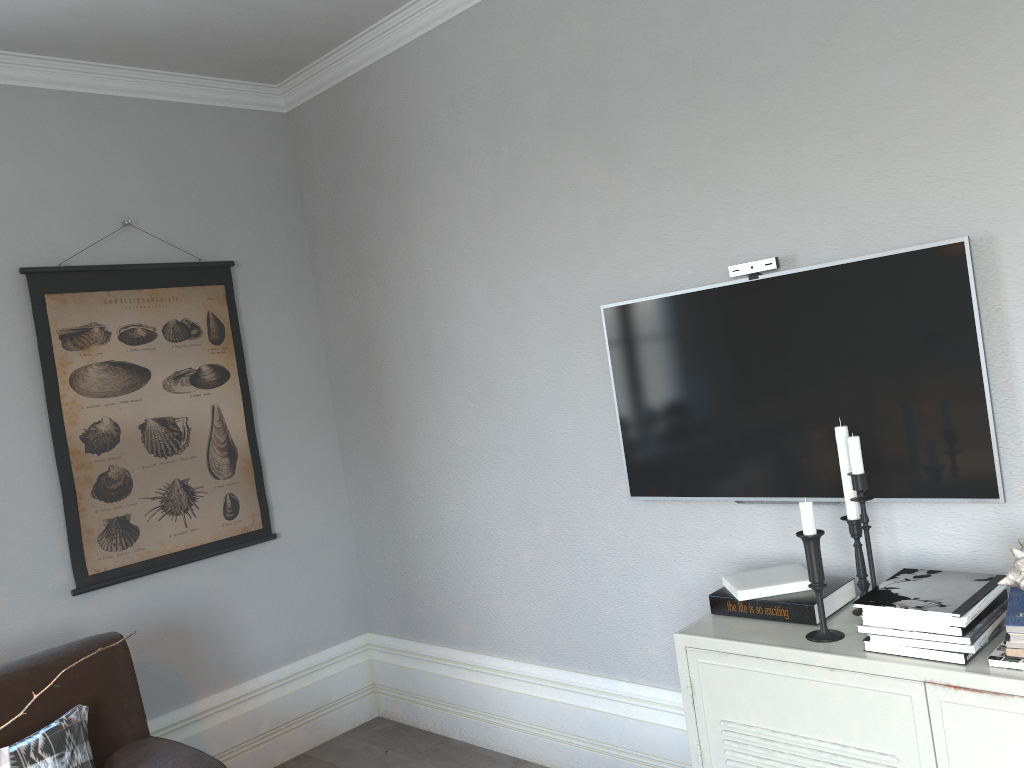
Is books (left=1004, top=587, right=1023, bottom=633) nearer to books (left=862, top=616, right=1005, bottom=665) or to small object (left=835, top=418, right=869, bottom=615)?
books (left=862, top=616, right=1005, bottom=665)

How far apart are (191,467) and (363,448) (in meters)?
0.71

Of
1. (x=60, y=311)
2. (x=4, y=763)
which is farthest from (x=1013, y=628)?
(x=60, y=311)

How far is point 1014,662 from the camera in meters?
1.6

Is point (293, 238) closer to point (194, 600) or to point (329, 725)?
point (194, 600)

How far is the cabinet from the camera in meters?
1.6 m

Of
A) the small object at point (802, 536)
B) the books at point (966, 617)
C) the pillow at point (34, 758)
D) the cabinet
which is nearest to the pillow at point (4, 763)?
the pillow at point (34, 758)

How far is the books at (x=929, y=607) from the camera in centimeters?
172cm

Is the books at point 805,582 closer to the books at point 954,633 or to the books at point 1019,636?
the books at point 954,633

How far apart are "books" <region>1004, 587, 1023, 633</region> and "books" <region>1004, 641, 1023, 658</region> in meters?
0.1 m
